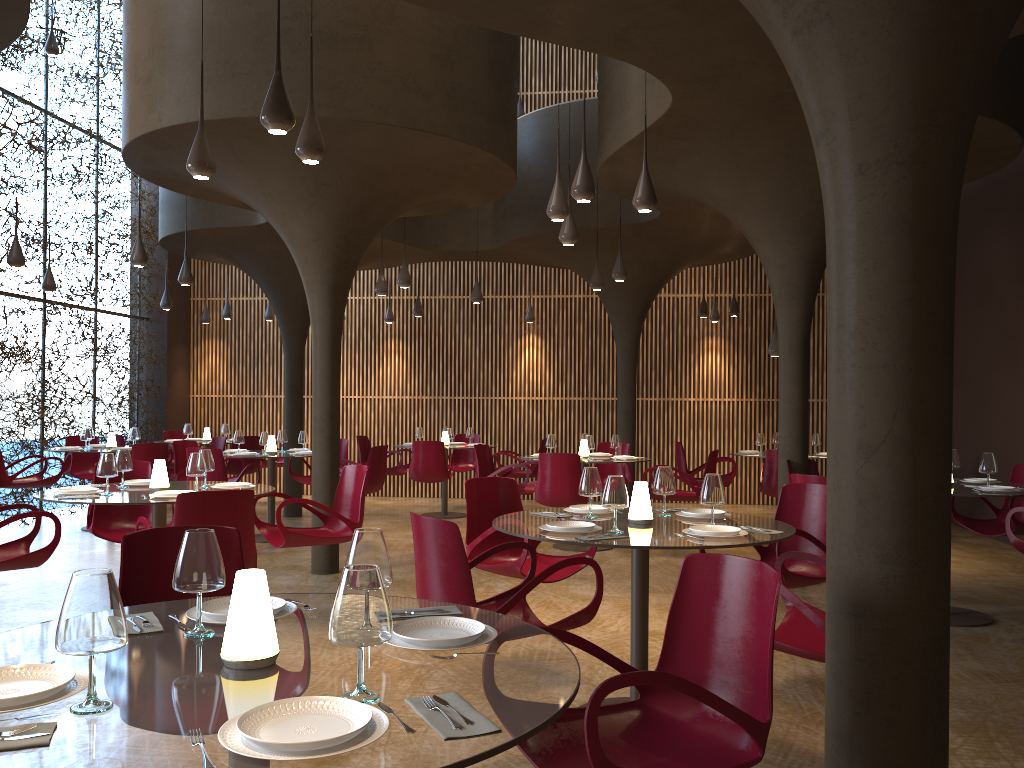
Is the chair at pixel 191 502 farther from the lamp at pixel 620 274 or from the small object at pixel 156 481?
the lamp at pixel 620 274

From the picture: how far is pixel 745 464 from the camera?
16.2 meters

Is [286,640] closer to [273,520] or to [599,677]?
[599,677]

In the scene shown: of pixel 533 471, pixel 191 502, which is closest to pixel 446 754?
pixel 191 502

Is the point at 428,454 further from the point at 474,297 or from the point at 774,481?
the point at 774,481

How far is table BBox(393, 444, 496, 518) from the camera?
14.1m

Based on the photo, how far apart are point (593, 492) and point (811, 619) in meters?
1.6

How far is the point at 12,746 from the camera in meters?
1.7

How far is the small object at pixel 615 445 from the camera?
11.2m

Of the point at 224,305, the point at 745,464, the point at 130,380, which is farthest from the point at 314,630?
the point at 224,305
